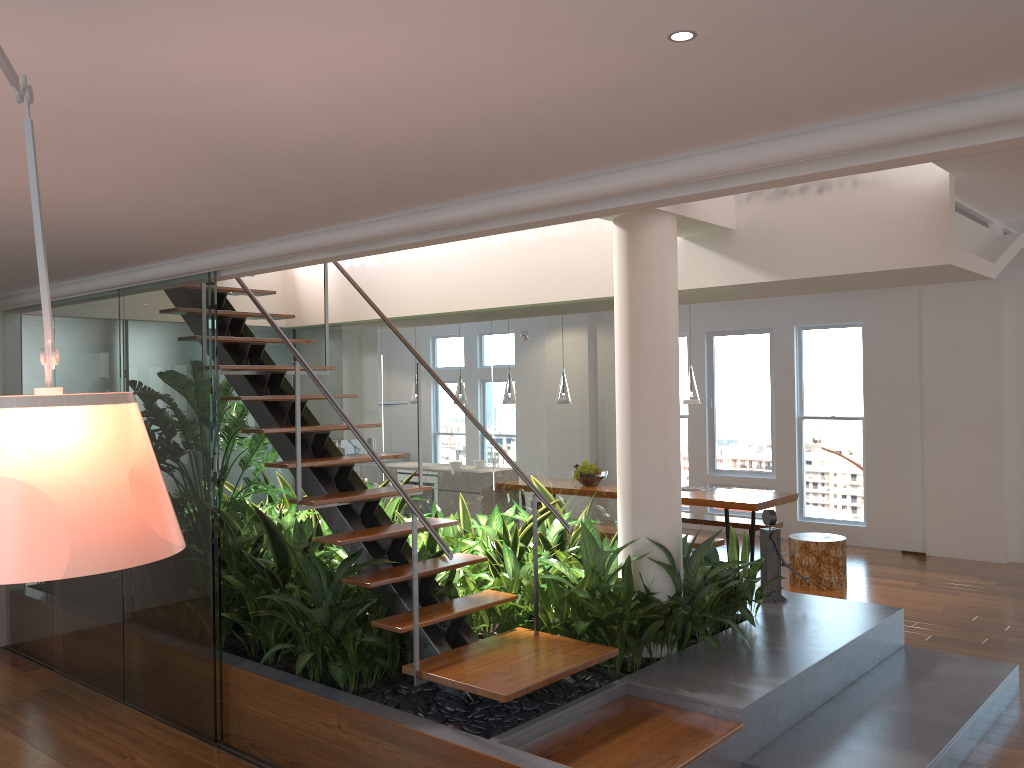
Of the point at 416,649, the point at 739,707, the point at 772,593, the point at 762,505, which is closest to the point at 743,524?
the point at 762,505

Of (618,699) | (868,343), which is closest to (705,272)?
(618,699)

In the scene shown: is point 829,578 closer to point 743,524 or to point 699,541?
point 699,541

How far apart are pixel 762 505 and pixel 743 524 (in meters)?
0.95

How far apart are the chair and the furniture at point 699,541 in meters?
0.6 m

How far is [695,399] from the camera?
7.95m

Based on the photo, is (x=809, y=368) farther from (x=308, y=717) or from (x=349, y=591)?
(x=308, y=717)

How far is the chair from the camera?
7.3m

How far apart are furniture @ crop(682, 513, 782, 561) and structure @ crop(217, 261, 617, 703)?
4.6 meters

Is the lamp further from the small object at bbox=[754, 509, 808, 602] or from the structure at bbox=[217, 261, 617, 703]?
the structure at bbox=[217, 261, 617, 703]
